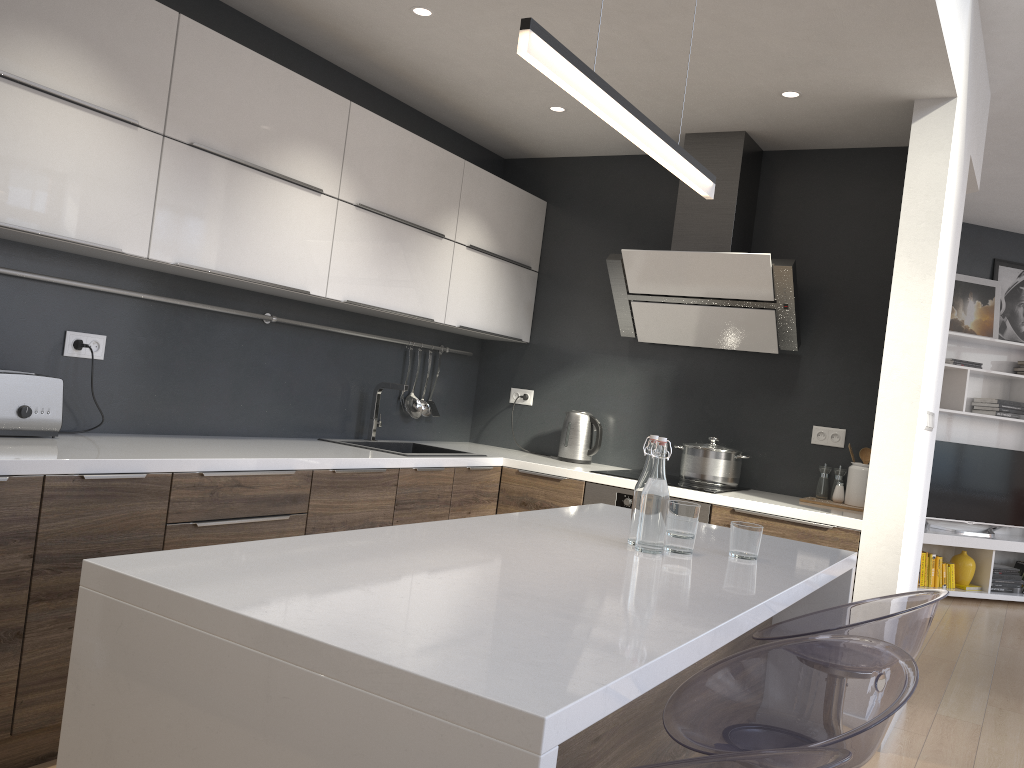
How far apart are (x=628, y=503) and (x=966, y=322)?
4.7m

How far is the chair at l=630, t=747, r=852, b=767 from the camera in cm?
118

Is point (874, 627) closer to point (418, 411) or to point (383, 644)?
point (383, 644)

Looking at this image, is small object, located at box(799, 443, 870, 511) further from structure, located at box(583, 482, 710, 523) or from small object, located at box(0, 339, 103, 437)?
small object, located at box(0, 339, 103, 437)

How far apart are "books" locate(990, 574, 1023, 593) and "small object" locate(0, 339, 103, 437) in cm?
678

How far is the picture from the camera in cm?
720

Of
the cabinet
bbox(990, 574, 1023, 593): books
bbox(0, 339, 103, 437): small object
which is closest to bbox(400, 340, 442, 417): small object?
the cabinet

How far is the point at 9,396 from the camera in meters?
2.6 m

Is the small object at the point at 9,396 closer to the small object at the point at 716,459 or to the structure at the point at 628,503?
the structure at the point at 628,503

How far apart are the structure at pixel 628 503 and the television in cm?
416
